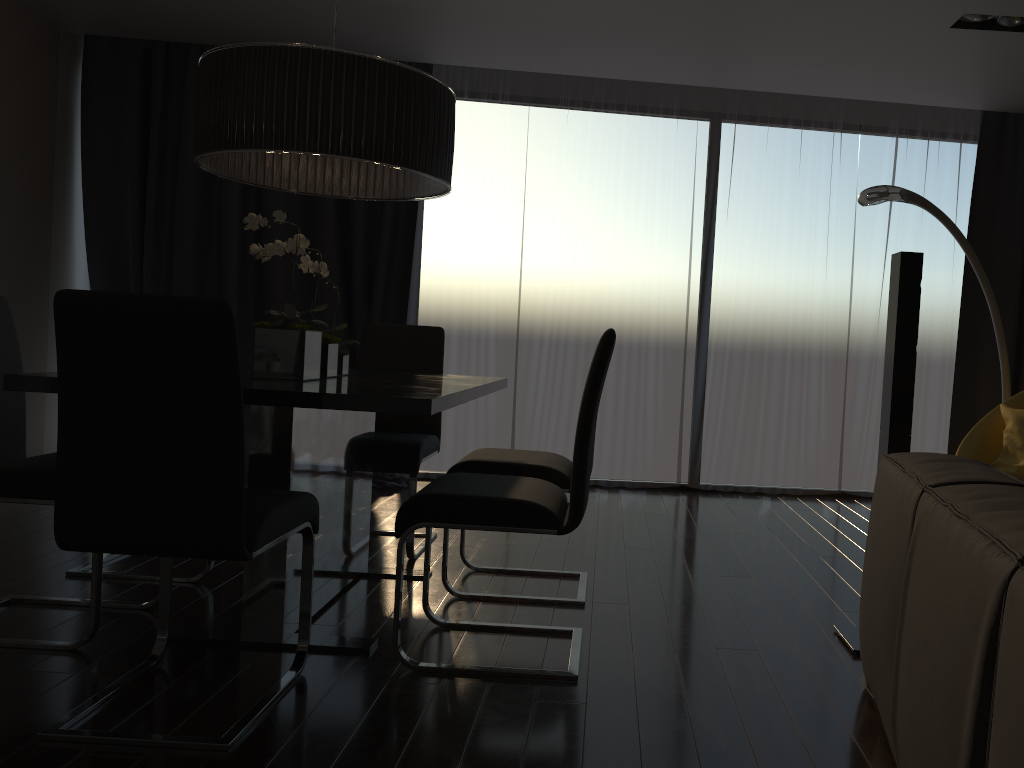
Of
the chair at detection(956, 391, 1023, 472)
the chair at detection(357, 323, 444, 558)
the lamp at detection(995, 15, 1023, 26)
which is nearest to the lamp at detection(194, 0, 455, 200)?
the chair at detection(357, 323, 444, 558)

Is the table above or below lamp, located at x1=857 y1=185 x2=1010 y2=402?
below

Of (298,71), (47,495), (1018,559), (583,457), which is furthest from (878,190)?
(47,495)

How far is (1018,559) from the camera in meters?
1.1

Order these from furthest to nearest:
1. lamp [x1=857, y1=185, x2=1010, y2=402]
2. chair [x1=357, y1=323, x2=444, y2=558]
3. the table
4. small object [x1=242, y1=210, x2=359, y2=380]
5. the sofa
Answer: lamp [x1=857, y1=185, x2=1010, y2=402], chair [x1=357, y1=323, x2=444, y2=558], small object [x1=242, y1=210, x2=359, y2=380], the table, the sofa

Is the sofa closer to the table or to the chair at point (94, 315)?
the table

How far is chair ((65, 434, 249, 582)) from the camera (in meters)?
3.21

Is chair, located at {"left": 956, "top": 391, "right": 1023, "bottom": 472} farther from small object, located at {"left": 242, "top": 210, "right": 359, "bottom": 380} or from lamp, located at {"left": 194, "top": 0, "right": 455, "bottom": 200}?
small object, located at {"left": 242, "top": 210, "right": 359, "bottom": 380}

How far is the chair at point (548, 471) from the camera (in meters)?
3.08

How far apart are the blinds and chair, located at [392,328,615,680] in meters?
2.5 m
